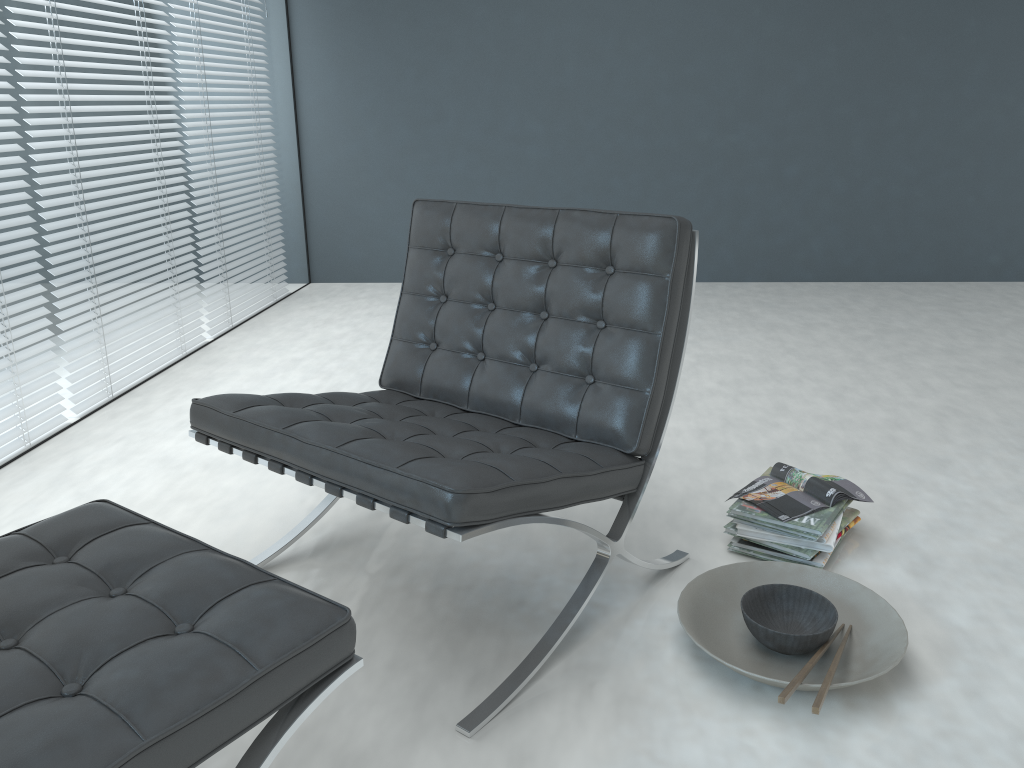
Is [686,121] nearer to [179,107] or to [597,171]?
[597,171]

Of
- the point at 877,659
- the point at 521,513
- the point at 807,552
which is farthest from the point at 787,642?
the point at 521,513

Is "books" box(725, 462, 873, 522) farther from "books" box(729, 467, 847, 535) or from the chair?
the chair

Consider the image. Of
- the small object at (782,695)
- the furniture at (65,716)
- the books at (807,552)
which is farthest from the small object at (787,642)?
the furniture at (65,716)

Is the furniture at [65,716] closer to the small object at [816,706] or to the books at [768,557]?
the small object at [816,706]

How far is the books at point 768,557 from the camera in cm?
189

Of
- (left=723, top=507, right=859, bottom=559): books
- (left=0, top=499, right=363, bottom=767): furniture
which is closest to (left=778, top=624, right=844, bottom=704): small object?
(left=723, top=507, right=859, bottom=559): books

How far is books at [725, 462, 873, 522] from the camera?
1.9 meters

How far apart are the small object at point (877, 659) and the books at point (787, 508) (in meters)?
0.12

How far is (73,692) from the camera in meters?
1.0
